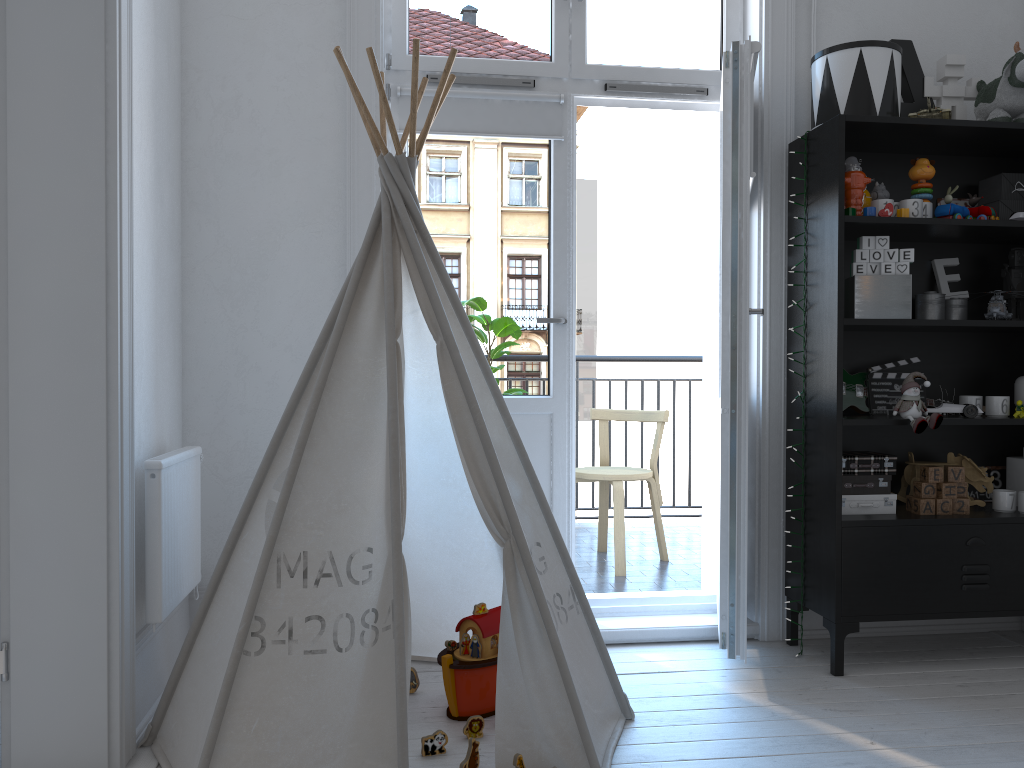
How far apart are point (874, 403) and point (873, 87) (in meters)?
1.00

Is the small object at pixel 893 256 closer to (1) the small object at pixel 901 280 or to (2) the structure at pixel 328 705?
(1) the small object at pixel 901 280

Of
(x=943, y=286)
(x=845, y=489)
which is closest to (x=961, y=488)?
(x=845, y=489)

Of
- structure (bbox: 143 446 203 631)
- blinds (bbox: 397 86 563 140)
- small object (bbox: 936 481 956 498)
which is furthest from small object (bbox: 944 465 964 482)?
structure (bbox: 143 446 203 631)

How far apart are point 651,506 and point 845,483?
1.5m

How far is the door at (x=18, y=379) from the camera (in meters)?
1.94

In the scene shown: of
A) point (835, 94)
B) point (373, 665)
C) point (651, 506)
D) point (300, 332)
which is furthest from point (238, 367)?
point (651, 506)

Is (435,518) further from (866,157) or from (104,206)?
(866,157)

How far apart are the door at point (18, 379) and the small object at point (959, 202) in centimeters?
255cm

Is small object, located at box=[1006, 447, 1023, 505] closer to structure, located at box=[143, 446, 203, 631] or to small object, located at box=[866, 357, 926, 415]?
small object, located at box=[866, 357, 926, 415]
